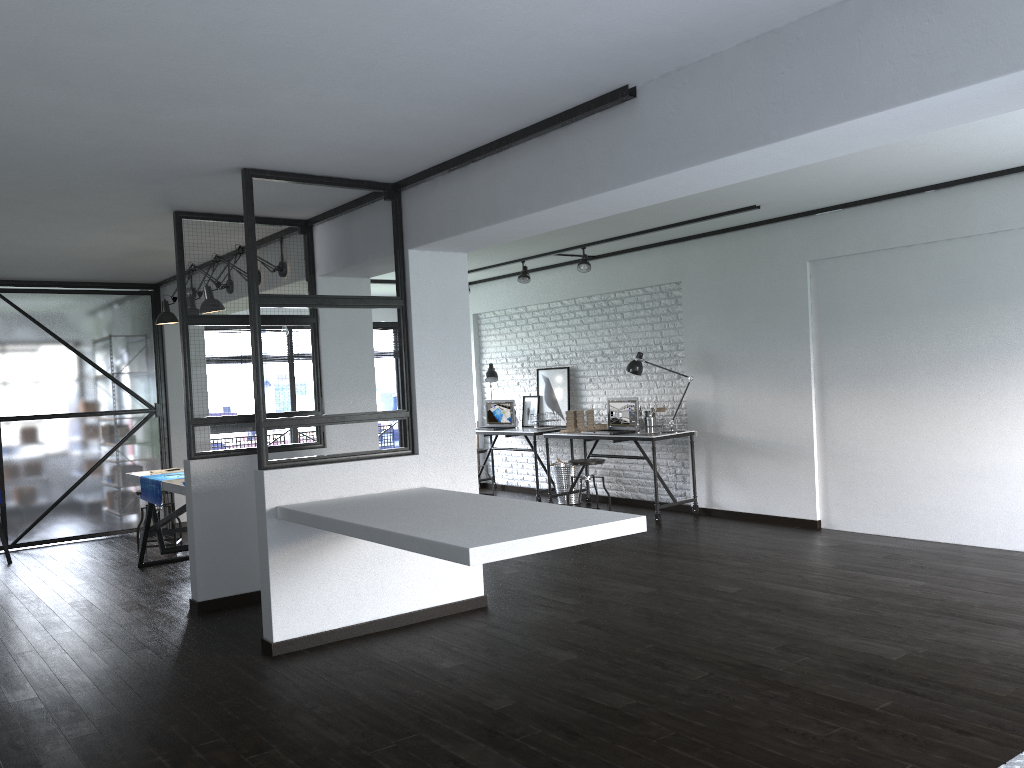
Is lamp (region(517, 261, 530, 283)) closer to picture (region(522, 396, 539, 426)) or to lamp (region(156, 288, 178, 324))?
picture (region(522, 396, 539, 426))

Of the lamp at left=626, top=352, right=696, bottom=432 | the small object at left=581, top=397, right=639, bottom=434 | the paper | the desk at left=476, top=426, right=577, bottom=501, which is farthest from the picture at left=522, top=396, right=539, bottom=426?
the paper

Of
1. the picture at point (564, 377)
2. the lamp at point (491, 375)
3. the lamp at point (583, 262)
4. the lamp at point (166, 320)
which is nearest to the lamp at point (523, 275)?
the lamp at point (583, 262)

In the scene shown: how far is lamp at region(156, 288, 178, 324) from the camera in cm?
642

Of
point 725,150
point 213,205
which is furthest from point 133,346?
point 725,150

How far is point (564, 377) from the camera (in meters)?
9.05

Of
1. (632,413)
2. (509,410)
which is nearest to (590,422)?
(632,413)

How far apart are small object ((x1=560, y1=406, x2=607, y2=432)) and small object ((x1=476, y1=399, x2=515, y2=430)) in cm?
120

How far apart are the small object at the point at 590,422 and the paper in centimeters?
373cm

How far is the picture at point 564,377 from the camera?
9.0 meters
